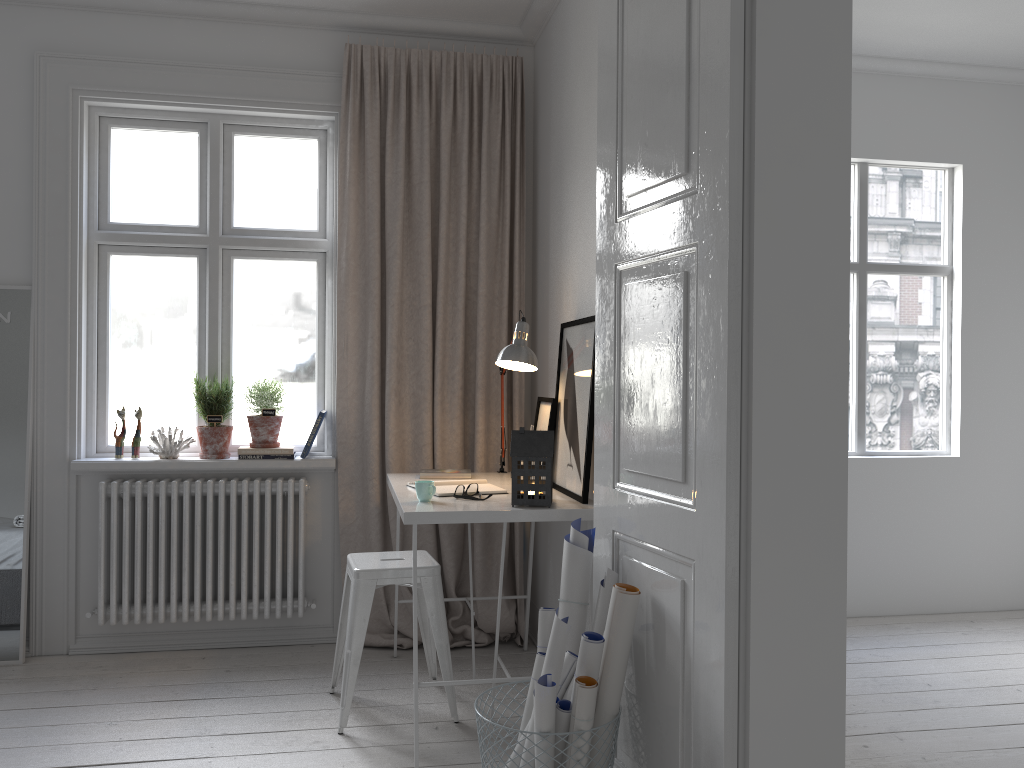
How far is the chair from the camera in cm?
297

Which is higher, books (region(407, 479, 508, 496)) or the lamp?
the lamp

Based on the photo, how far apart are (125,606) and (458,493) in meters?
1.7 m

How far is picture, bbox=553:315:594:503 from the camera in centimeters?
293cm

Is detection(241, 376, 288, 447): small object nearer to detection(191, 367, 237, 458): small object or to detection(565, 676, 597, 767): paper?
detection(191, 367, 237, 458): small object

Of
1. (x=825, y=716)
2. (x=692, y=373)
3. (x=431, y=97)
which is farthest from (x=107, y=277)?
(x=825, y=716)

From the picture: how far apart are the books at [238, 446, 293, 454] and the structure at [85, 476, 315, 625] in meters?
0.1

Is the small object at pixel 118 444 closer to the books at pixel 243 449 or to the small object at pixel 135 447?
the small object at pixel 135 447

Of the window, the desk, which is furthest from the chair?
the window

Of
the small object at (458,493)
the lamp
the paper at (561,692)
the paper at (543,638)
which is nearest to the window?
the lamp
